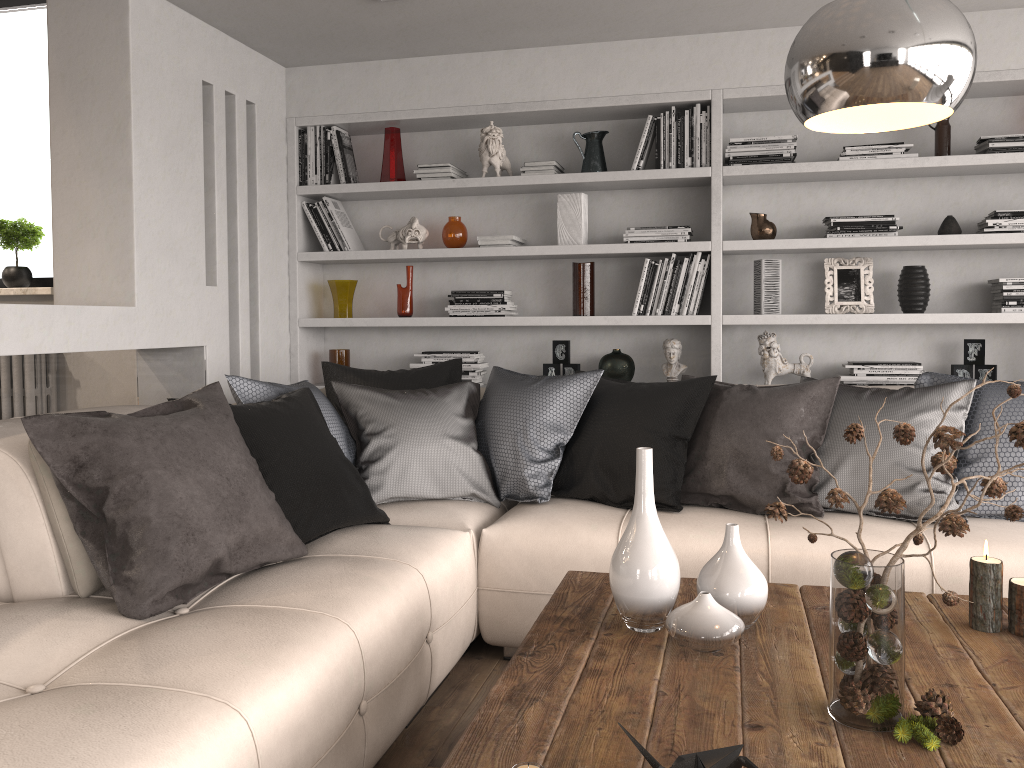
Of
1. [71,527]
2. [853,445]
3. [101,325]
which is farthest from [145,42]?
[853,445]

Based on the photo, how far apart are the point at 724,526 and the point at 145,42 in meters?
2.8

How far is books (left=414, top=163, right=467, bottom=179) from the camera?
4.3m

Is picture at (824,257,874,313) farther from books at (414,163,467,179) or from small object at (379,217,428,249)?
small object at (379,217,428,249)

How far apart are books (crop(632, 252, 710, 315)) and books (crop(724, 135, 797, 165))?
0.4 meters

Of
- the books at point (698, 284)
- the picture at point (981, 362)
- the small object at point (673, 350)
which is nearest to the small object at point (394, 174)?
the books at point (698, 284)

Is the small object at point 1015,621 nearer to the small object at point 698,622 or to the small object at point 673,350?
the small object at point 698,622

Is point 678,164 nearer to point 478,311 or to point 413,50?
point 478,311

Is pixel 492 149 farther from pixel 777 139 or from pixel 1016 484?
pixel 1016 484

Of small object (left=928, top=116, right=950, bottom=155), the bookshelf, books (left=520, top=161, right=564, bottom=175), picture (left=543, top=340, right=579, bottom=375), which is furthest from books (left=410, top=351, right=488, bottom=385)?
small object (left=928, top=116, right=950, bottom=155)
